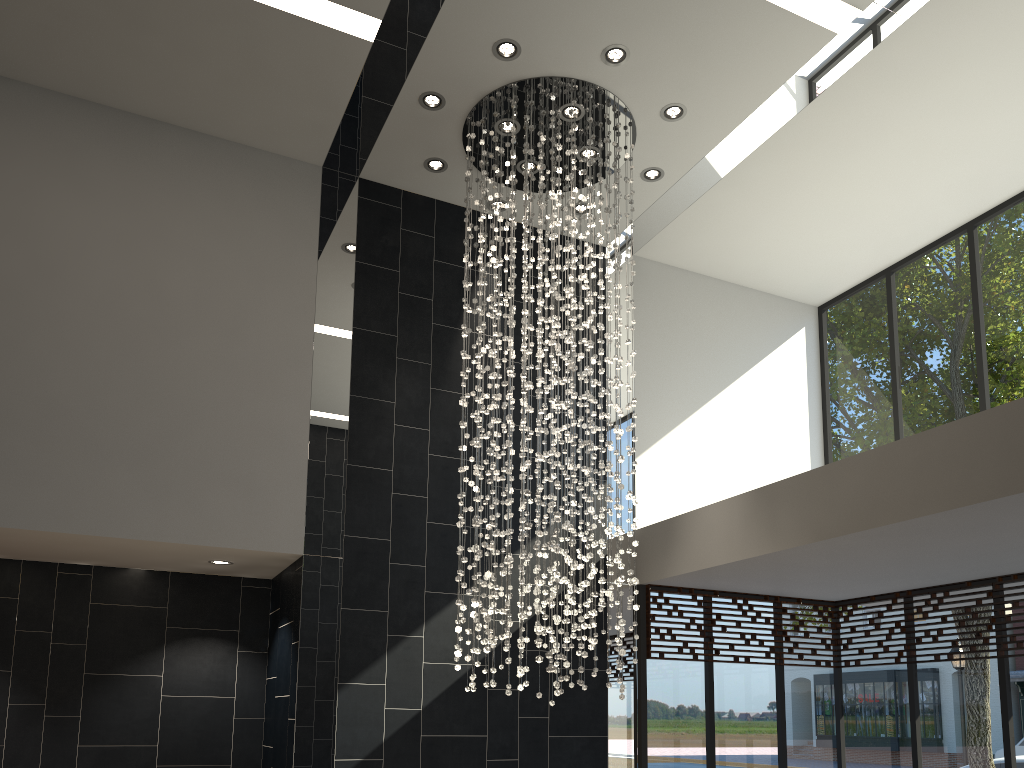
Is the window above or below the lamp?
below

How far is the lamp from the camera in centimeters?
626cm

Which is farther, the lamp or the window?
the window

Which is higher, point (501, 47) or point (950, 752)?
point (501, 47)

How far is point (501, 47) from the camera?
6.26m

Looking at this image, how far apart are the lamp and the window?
1.22m

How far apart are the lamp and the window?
1.22m

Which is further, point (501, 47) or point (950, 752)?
point (950, 752)

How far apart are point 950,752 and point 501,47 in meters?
6.4 m

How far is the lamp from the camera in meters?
6.3 m
